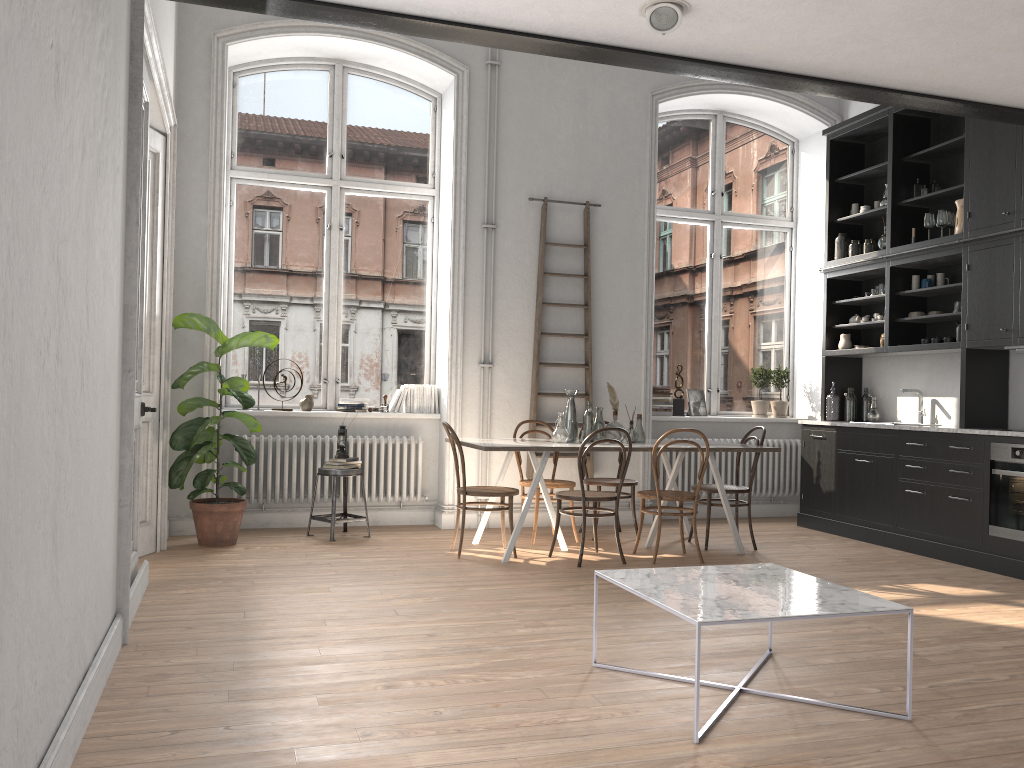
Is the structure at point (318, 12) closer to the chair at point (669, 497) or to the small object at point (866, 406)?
the chair at point (669, 497)

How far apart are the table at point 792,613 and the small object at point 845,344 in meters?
4.5

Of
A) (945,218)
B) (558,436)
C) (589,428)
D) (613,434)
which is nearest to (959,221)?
(945,218)

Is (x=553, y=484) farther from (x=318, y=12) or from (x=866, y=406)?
(x=318, y=12)

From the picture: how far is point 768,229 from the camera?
8.81m

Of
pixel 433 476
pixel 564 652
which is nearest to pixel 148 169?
pixel 433 476

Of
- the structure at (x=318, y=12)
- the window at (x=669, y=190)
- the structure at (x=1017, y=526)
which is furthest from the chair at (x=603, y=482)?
the structure at (x=318, y=12)

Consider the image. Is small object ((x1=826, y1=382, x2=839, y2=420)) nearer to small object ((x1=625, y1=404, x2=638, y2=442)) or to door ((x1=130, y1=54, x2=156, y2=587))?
small object ((x1=625, y1=404, x2=638, y2=442))

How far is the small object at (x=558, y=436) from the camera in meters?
6.2 m

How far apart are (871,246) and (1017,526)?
2.85m
